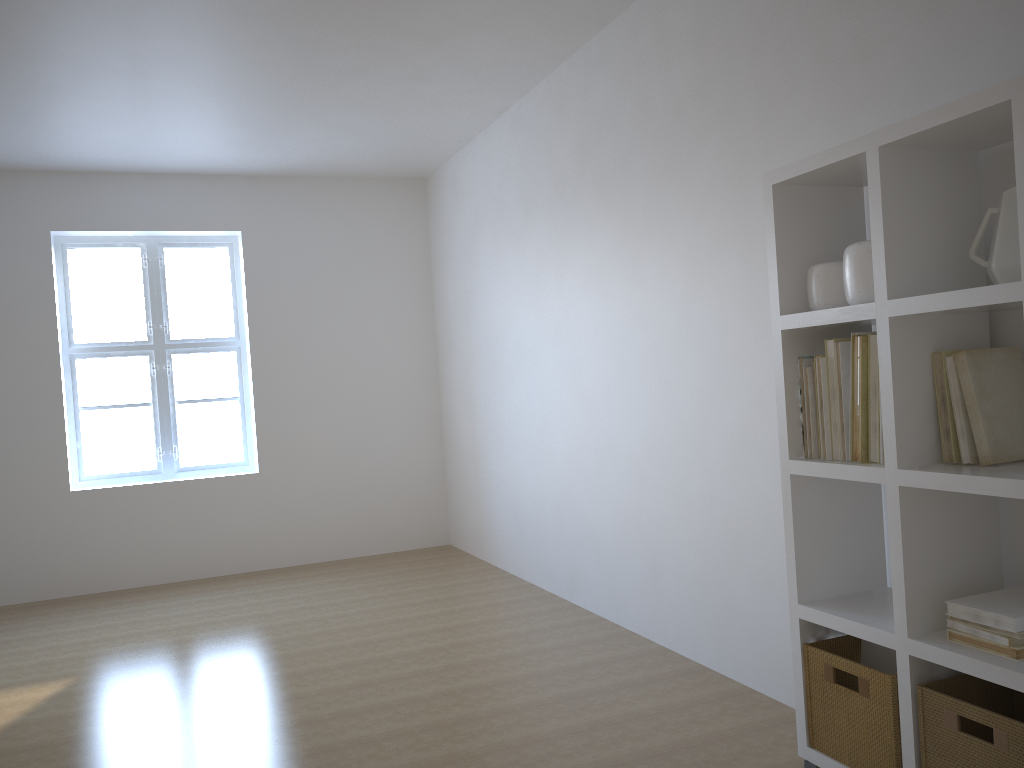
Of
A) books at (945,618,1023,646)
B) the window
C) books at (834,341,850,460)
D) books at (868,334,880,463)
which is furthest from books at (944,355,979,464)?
the window

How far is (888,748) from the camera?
2.2 meters

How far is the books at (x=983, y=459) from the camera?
2.1m

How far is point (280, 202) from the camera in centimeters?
636cm

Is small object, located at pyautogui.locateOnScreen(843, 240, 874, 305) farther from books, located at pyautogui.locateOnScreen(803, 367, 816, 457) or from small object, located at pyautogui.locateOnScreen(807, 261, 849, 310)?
books, located at pyautogui.locateOnScreen(803, 367, 816, 457)

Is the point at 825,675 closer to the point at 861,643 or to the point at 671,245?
the point at 861,643

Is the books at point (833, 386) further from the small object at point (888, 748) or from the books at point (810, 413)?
the small object at point (888, 748)

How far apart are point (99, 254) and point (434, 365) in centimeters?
247cm

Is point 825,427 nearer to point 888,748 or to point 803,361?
point 803,361

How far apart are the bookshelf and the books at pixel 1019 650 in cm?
2
